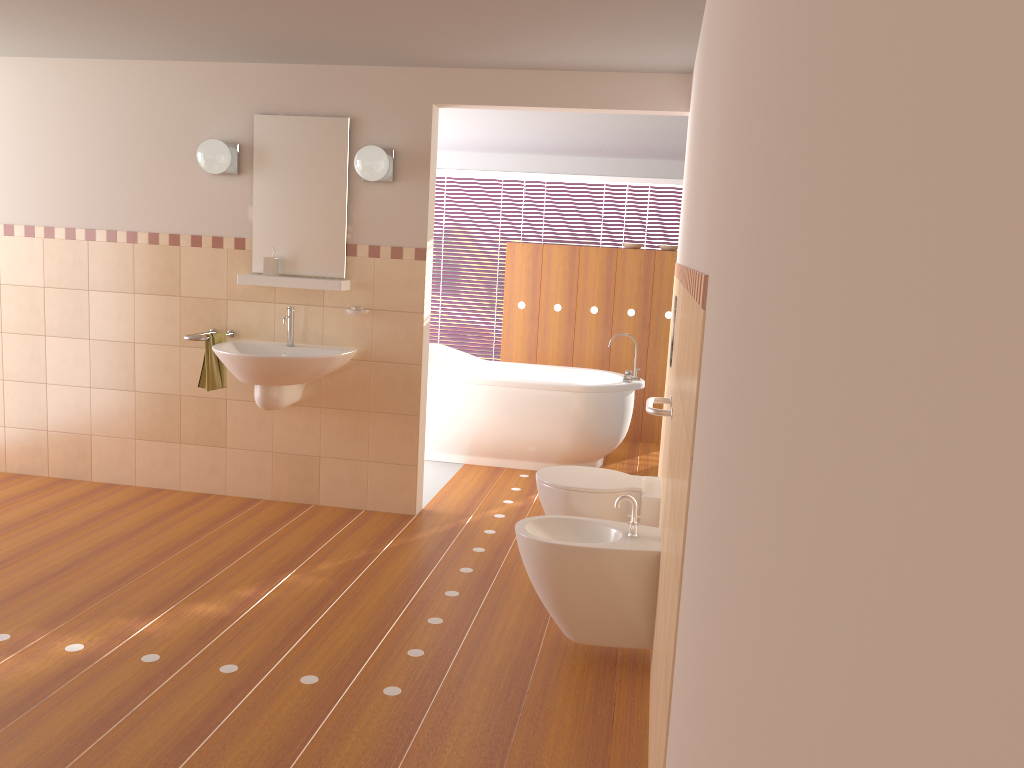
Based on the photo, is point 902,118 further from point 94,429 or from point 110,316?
point 94,429

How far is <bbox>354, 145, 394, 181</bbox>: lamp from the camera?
4.2 meters

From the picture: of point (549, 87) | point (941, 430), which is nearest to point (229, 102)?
point (549, 87)

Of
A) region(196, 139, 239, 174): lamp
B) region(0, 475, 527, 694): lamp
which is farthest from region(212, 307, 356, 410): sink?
region(0, 475, 527, 694): lamp

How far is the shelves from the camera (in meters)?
4.43

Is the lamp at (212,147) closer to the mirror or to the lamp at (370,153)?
the mirror

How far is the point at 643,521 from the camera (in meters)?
3.59

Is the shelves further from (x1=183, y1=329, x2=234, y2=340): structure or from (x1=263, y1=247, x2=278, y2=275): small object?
(x1=183, y1=329, x2=234, y2=340): structure

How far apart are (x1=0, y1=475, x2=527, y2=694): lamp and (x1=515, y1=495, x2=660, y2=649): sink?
0.5m

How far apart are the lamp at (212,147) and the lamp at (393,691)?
2.41m
